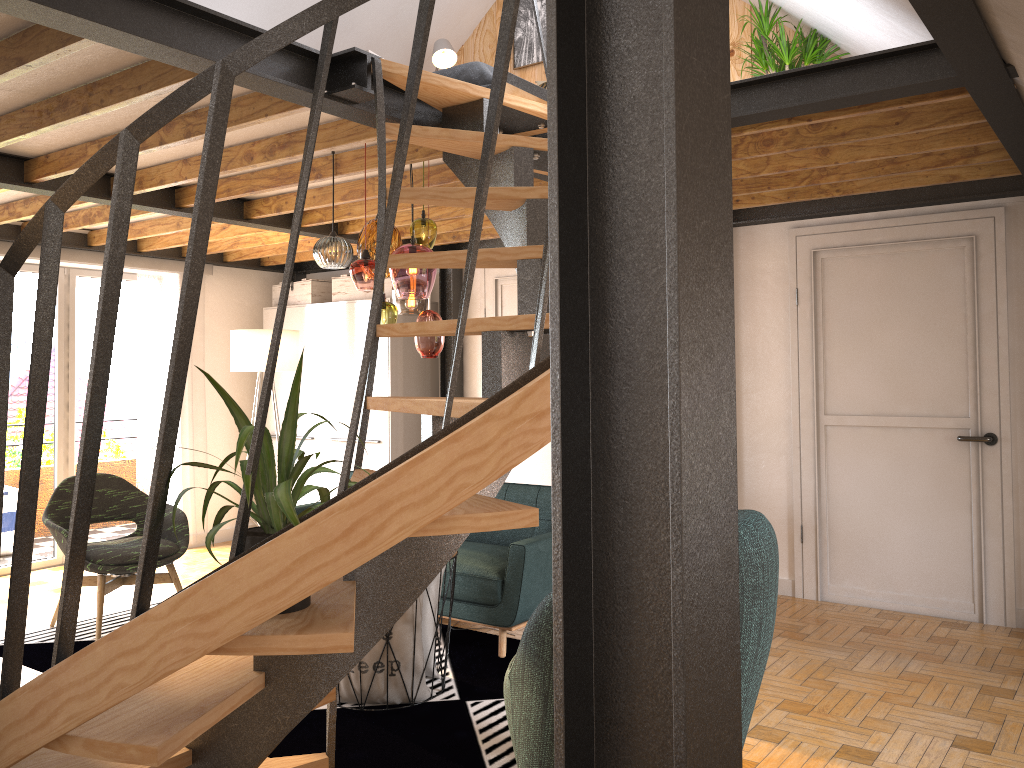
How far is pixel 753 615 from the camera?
2.6 meters

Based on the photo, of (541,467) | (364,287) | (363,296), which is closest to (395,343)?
(363,296)

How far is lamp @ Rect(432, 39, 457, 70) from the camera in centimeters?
649cm

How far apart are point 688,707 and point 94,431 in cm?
156

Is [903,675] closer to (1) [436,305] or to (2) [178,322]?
(2) [178,322]

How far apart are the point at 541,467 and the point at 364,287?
3.04m

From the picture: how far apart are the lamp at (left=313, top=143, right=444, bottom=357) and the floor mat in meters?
1.5

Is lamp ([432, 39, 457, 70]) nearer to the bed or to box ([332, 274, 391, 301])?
the bed

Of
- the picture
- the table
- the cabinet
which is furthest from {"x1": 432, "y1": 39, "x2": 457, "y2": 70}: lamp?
the table

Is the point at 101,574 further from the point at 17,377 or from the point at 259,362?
the point at 17,377
